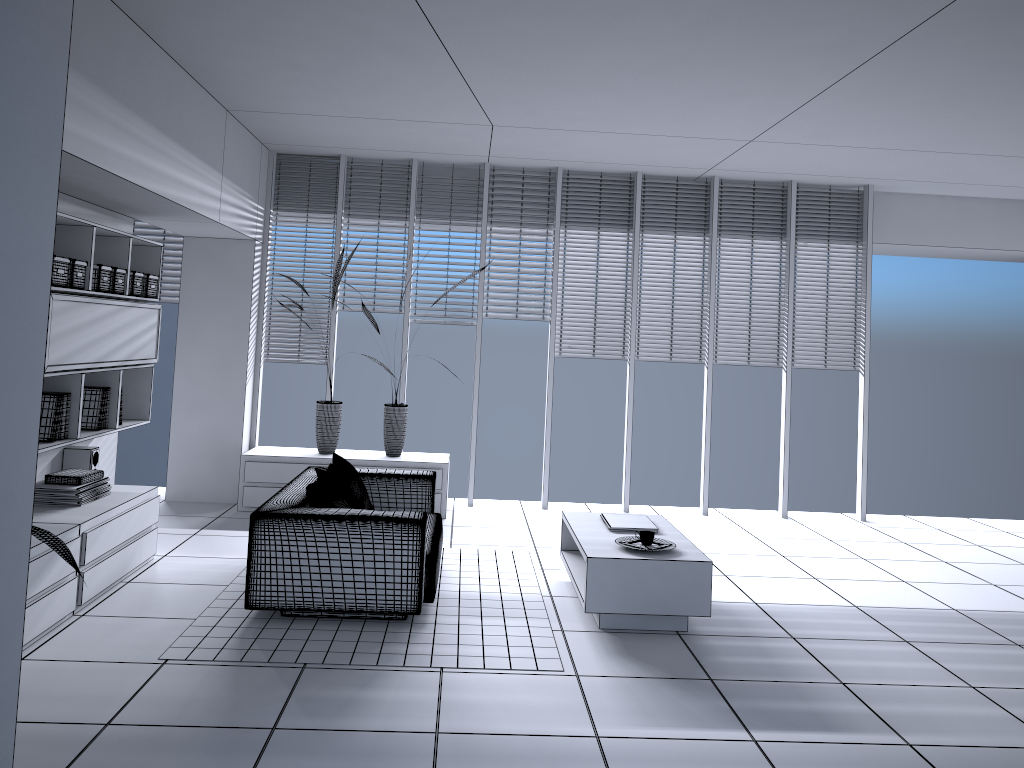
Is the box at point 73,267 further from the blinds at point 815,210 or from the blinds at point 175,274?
the blinds at point 815,210

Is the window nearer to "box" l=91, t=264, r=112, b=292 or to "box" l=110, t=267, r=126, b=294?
"box" l=110, t=267, r=126, b=294

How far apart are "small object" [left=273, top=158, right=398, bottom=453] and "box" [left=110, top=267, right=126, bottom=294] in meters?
2.1 m

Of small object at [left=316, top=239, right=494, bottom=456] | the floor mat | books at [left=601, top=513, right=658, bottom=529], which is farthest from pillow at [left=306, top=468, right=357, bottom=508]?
small object at [left=316, top=239, right=494, bottom=456]

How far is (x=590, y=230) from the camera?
8.0 meters

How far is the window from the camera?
7.73m

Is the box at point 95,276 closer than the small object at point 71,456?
Yes

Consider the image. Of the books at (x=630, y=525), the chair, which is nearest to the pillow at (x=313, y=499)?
the chair

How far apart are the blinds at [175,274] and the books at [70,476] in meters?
3.0 m

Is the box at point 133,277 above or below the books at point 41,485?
above
